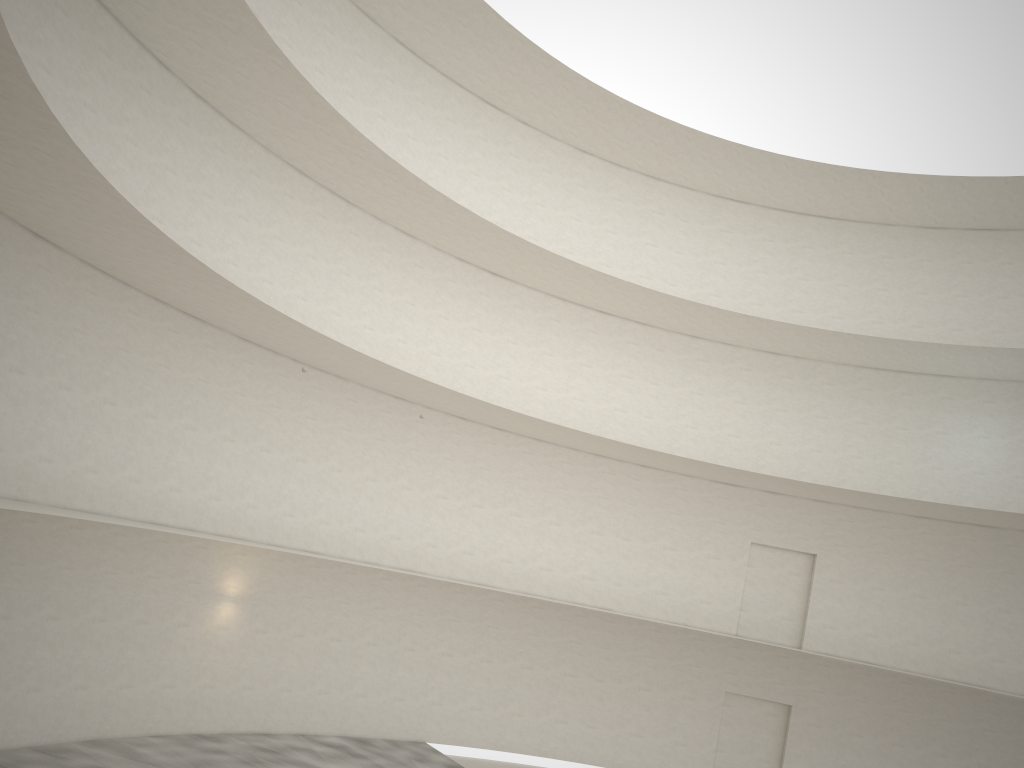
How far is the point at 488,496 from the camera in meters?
23.5 m

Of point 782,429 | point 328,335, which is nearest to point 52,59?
point 328,335

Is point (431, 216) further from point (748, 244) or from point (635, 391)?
point (748, 244)
